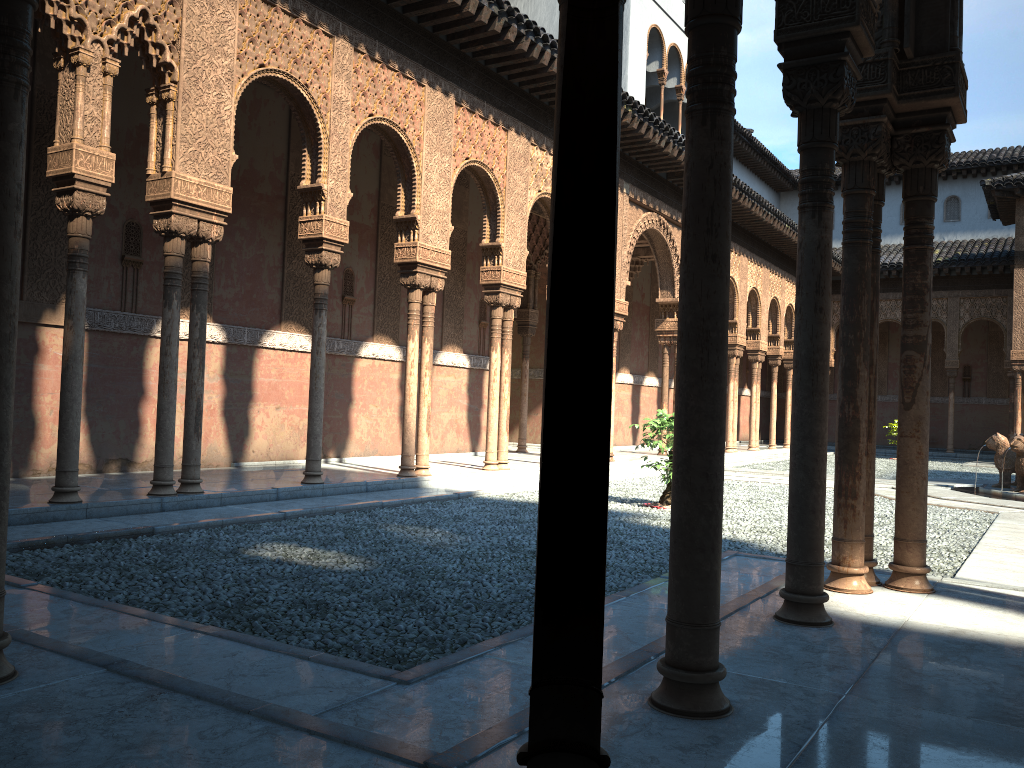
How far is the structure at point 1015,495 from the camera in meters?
14.2 m

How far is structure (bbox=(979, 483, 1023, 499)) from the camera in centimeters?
1424cm

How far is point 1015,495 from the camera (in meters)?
14.23
